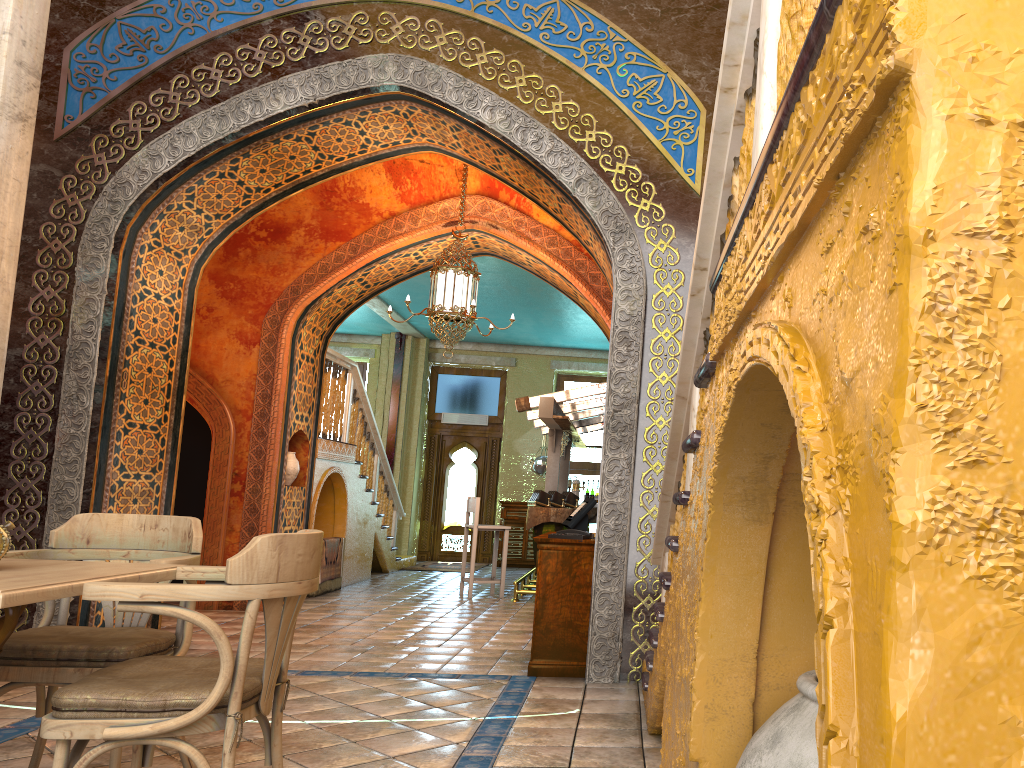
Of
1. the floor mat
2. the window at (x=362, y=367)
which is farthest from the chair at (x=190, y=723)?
the window at (x=362, y=367)

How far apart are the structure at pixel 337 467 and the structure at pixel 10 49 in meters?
6.5

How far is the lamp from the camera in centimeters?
894cm

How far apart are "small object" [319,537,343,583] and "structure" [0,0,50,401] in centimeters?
700cm

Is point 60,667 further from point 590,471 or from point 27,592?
point 590,471

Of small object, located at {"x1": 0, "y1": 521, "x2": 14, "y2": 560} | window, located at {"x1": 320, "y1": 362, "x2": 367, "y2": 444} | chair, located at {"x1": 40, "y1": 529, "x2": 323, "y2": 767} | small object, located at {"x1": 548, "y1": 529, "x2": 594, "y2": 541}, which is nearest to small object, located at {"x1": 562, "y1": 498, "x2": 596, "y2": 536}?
small object, located at {"x1": 548, "y1": 529, "x2": 594, "y2": 541}

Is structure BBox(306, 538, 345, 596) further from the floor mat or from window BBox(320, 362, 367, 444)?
window BBox(320, 362, 367, 444)

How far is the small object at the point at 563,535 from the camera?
6.49m

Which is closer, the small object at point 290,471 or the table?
the table

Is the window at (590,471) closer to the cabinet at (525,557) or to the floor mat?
the cabinet at (525,557)
